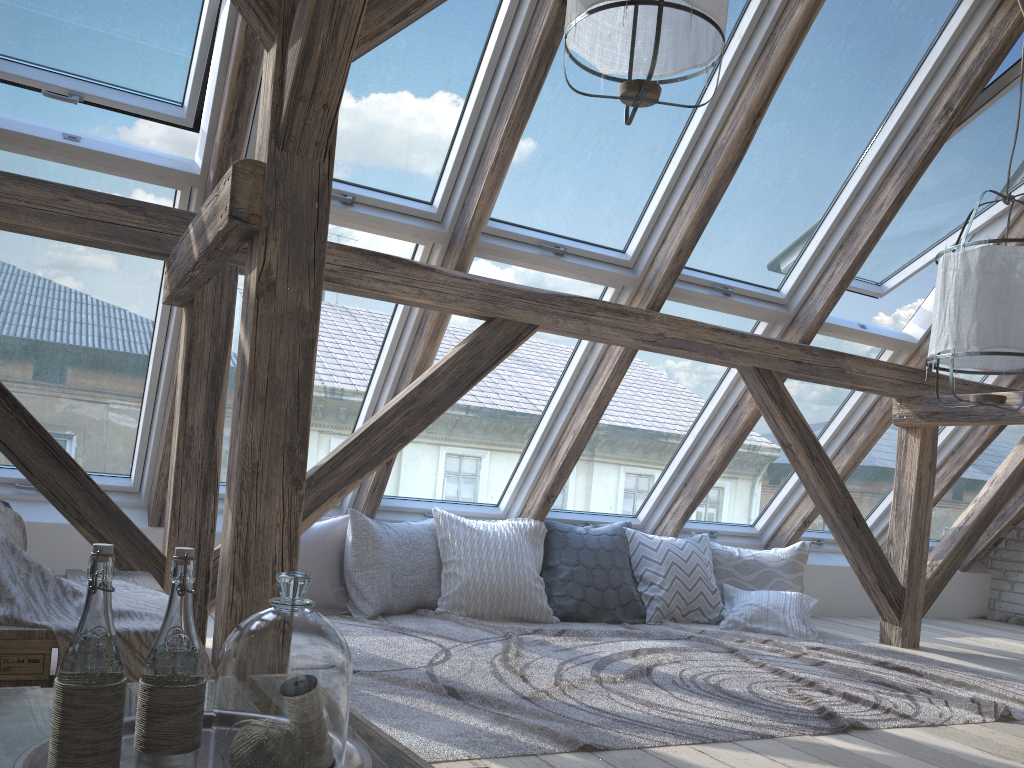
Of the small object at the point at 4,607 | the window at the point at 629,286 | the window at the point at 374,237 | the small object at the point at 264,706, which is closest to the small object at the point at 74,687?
the small object at the point at 264,706

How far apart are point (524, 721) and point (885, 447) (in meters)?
3.90

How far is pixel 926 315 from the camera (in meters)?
4.74

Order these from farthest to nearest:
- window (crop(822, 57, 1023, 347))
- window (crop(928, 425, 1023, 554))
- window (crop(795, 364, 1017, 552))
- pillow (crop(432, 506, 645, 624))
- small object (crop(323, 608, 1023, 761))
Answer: window (crop(928, 425, 1023, 554)) → window (crop(795, 364, 1017, 552)) → pillow (crop(432, 506, 645, 624)) → window (crop(822, 57, 1023, 347)) → small object (crop(323, 608, 1023, 761))

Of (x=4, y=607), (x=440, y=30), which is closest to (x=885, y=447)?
(x=440, y=30)

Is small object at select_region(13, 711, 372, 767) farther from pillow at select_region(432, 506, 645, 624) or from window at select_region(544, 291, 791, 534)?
window at select_region(544, 291, 791, 534)

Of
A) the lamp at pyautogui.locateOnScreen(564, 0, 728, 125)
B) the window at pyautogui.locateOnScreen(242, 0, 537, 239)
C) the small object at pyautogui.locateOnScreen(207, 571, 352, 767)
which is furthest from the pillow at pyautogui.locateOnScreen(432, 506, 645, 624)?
the small object at pyautogui.locateOnScreen(207, 571, 352, 767)

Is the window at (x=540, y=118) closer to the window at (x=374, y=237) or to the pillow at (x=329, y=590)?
the window at (x=374, y=237)

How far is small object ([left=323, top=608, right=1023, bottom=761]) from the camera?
2.3 meters

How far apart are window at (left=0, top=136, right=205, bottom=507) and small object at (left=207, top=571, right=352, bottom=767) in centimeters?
246cm
